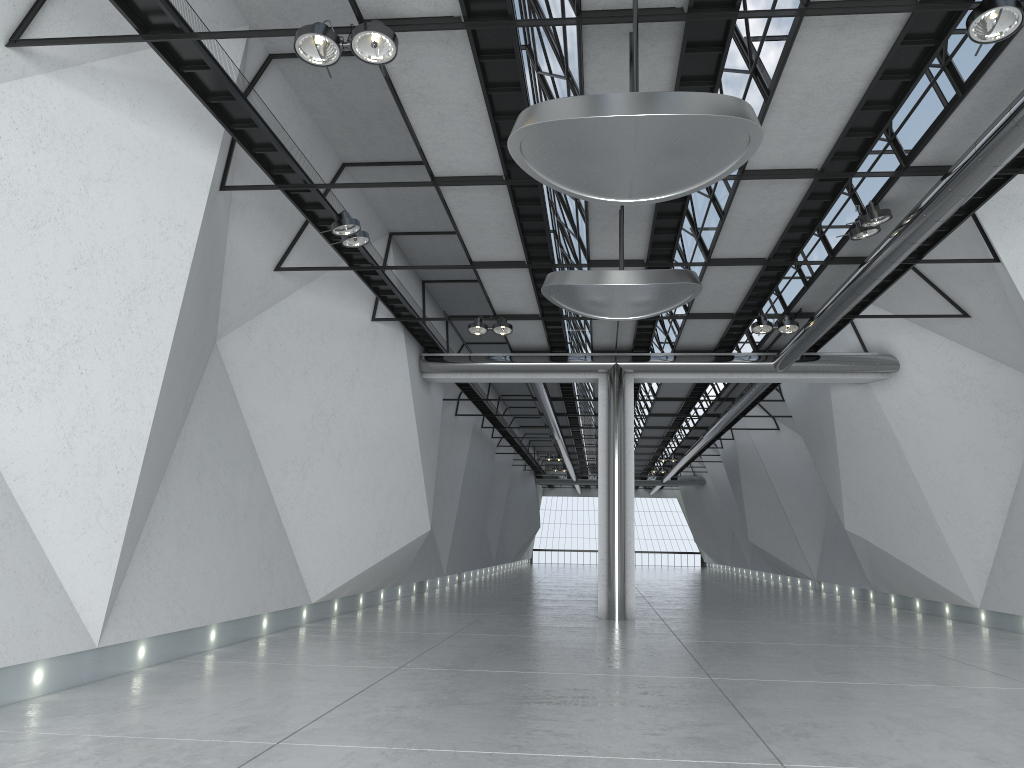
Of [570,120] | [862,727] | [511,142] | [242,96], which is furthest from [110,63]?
[862,727]

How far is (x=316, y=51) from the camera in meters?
39.3 m
